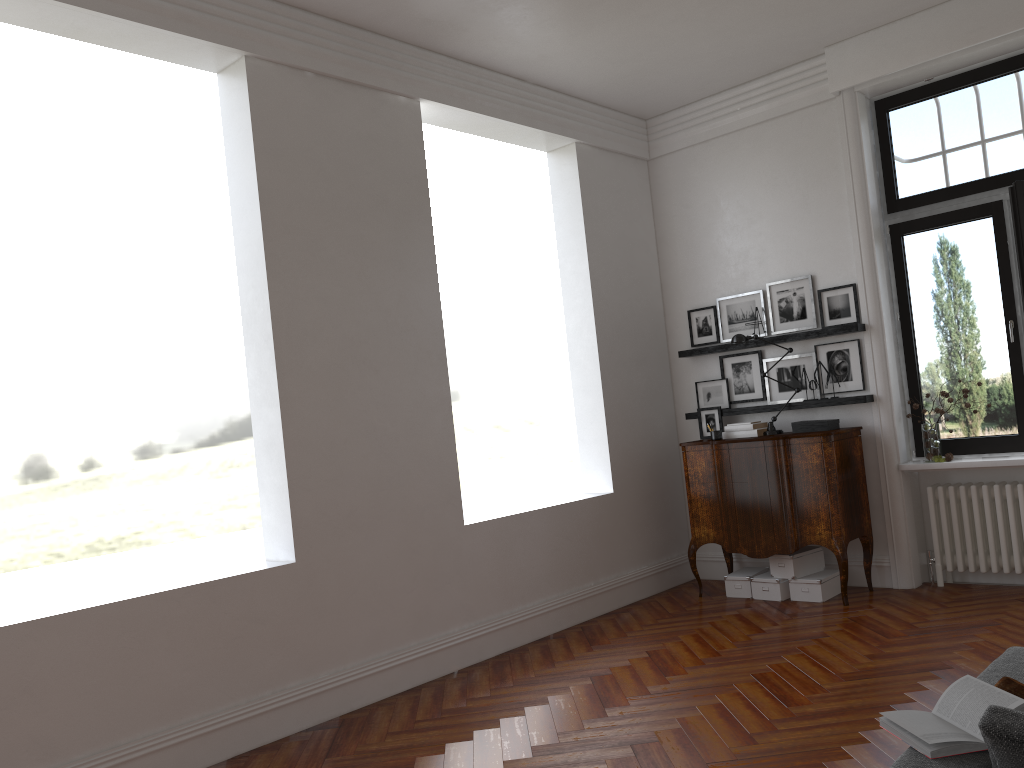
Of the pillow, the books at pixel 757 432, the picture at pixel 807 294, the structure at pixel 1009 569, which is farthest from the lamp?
the pillow

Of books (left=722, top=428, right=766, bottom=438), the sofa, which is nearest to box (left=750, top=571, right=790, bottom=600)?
books (left=722, top=428, right=766, bottom=438)

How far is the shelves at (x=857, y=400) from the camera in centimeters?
644cm

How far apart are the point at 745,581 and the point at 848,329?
2.0 meters

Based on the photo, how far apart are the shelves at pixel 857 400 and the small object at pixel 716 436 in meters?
0.4 m

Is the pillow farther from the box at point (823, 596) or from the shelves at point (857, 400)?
the shelves at point (857, 400)

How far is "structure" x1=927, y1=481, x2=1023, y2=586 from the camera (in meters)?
6.08

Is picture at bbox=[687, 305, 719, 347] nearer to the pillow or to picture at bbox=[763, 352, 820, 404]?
picture at bbox=[763, 352, 820, 404]

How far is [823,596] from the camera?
6.29m

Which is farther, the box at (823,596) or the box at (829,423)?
the box at (829,423)
